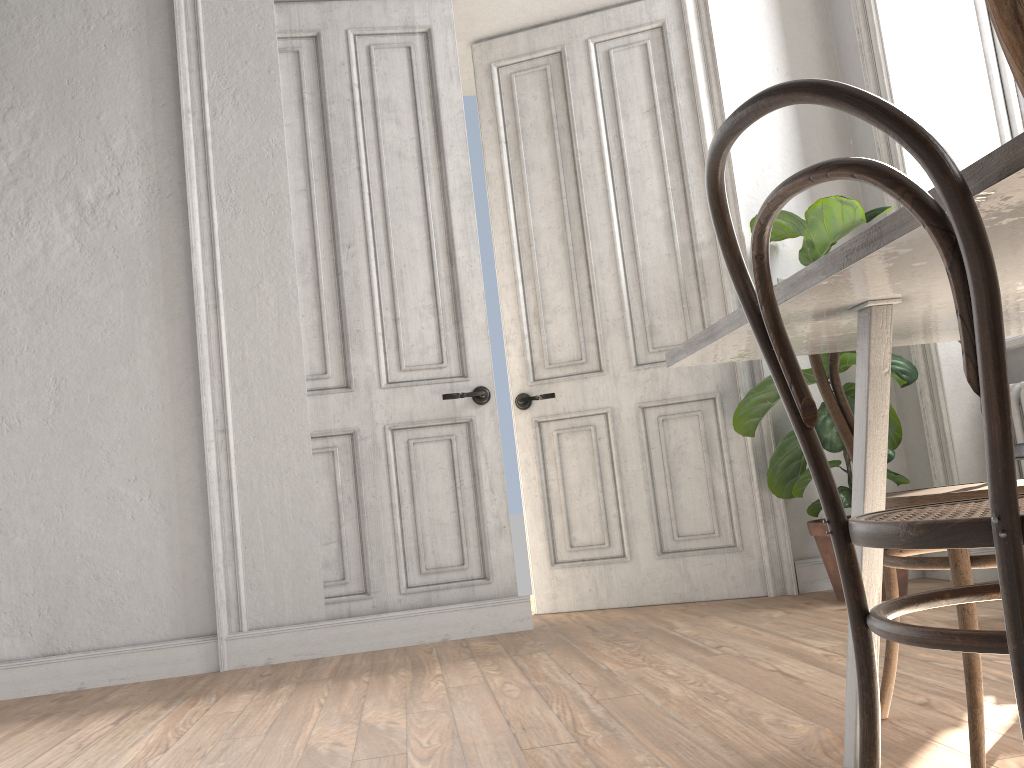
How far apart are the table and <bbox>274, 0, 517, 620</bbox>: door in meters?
2.0 m

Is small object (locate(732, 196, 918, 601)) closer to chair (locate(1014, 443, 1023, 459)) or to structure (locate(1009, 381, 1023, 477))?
structure (locate(1009, 381, 1023, 477))

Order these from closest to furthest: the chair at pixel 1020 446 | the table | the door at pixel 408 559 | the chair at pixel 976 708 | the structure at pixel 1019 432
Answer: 1. the table
2. the chair at pixel 976 708
3. the chair at pixel 1020 446
4. the structure at pixel 1019 432
5. the door at pixel 408 559

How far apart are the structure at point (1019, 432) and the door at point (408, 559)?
2.0 meters

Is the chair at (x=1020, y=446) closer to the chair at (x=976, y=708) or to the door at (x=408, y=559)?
the chair at (x=976, y=708)

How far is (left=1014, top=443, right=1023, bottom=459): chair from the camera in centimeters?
263cm

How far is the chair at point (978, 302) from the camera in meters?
0.8 m

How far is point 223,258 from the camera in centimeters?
371cm

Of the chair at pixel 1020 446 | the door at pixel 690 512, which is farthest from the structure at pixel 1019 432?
the door at pixel 690 512

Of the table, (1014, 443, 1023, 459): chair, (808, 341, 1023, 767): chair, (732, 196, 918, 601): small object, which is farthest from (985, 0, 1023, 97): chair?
(732, 196, 918, 601): small object
